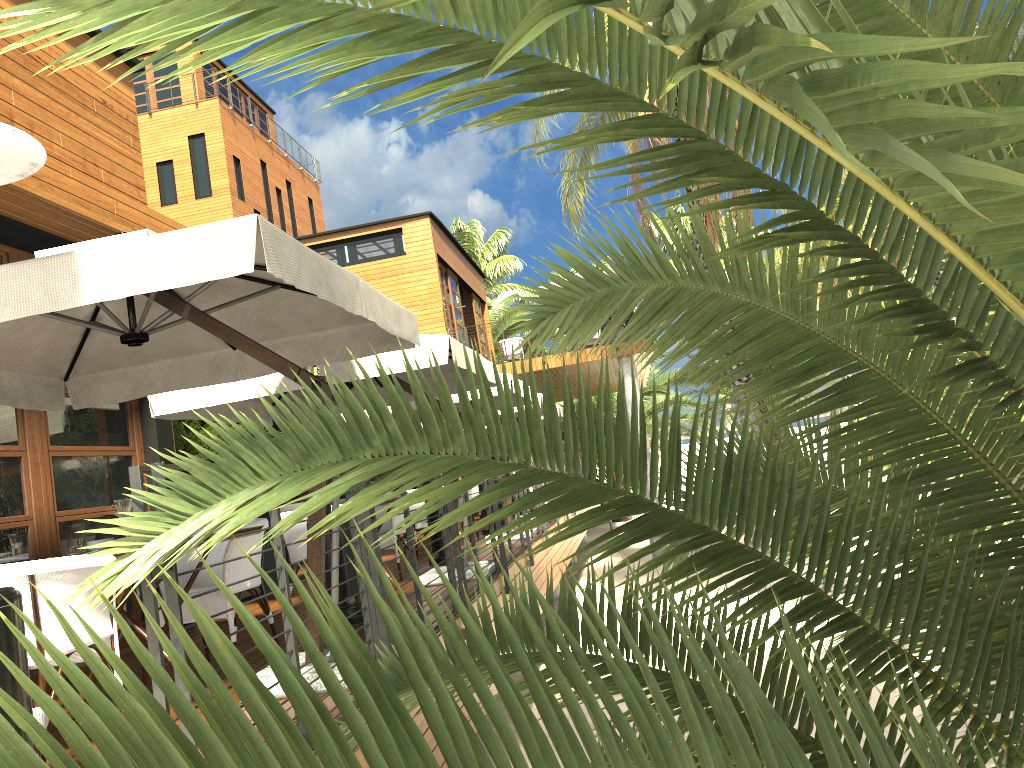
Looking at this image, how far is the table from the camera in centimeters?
414cm

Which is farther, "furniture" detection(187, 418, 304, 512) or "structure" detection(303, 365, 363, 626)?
"furniture" detection(187, 418, 304, 512)

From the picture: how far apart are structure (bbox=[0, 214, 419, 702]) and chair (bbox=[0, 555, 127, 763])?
0.6m

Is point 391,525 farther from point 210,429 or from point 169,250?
point 210,429

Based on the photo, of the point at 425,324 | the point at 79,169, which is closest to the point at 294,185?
the point at 425,324

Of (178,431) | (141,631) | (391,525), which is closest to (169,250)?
(141,631)

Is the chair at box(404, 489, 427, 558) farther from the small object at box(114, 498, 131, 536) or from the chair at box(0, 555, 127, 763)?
the chair at box(0, 555, 127, 763)

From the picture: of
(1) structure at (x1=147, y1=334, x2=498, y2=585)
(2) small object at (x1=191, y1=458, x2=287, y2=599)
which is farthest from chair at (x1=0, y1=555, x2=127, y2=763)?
(2) small object at (x1=191, y1=458, x2=287, y2=599)

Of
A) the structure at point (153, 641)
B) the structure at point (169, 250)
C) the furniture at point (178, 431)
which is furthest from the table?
the furniture at point (178, 431)

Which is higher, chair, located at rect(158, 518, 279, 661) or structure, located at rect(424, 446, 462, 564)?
chair, located at rect(158, 518, 279, 661)
